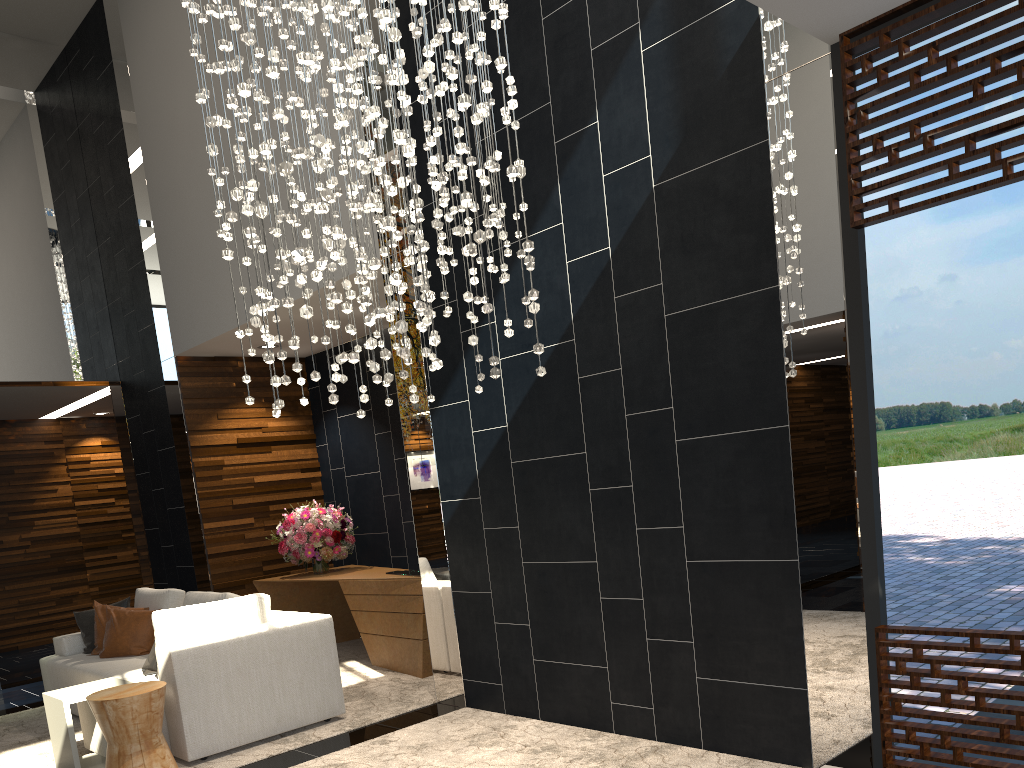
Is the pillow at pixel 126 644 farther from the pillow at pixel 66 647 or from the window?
the window

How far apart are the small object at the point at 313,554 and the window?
5.0m

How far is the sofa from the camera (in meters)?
4.58

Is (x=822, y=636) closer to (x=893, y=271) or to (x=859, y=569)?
(x=859, y=569)

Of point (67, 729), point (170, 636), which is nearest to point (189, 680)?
point (170, 636)

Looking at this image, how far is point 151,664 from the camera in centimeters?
524cm

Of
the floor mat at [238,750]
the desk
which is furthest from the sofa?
the desk

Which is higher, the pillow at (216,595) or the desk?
the pillow at (216,595)

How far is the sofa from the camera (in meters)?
4.58

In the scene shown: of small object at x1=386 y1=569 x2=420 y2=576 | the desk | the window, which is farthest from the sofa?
the window
